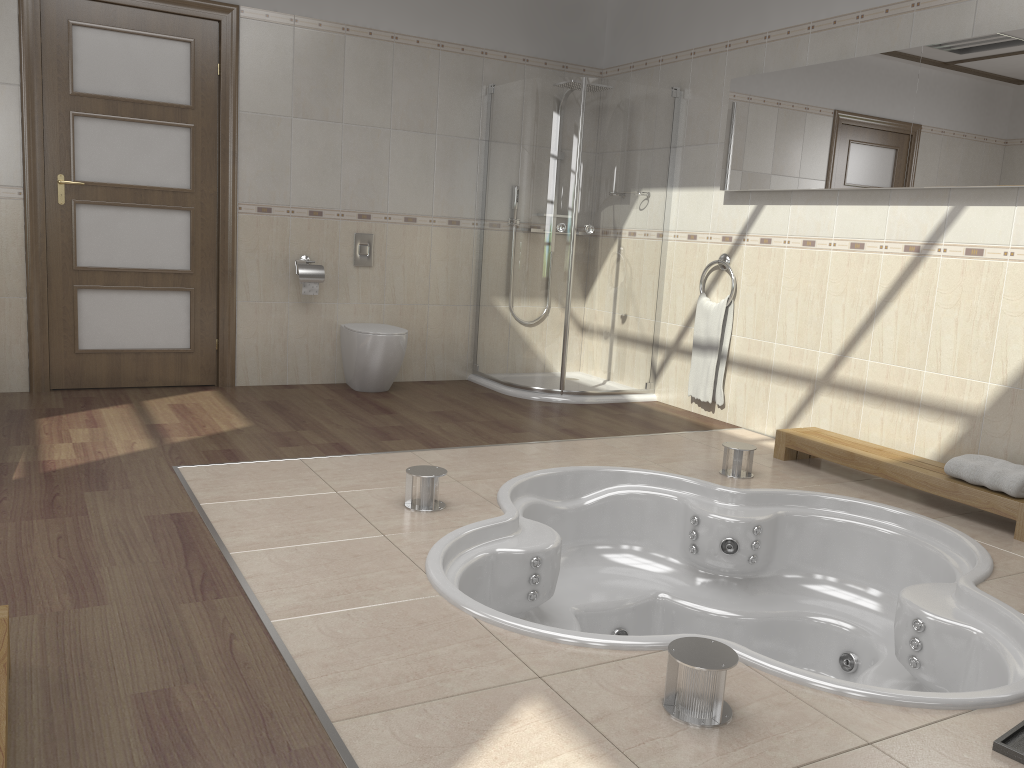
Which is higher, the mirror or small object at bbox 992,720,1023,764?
the mirror

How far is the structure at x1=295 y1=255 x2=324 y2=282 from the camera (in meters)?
5.17

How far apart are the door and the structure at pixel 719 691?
3.9m

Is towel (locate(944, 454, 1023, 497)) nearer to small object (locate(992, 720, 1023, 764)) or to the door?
small object (locate(992, 720, 1023, 764))

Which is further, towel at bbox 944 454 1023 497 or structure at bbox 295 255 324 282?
structure at bbox 295 255 324 282

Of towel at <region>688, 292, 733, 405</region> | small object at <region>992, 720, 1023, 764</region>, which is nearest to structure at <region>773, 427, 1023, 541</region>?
towel at <region>688, 292, 733, 405</region>

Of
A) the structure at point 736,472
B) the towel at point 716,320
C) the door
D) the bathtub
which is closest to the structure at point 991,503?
the bathtub

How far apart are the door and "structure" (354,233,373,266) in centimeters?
85cm

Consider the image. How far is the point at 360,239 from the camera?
5.4m

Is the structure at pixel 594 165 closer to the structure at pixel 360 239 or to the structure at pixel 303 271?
the structure at pixel 360 239
